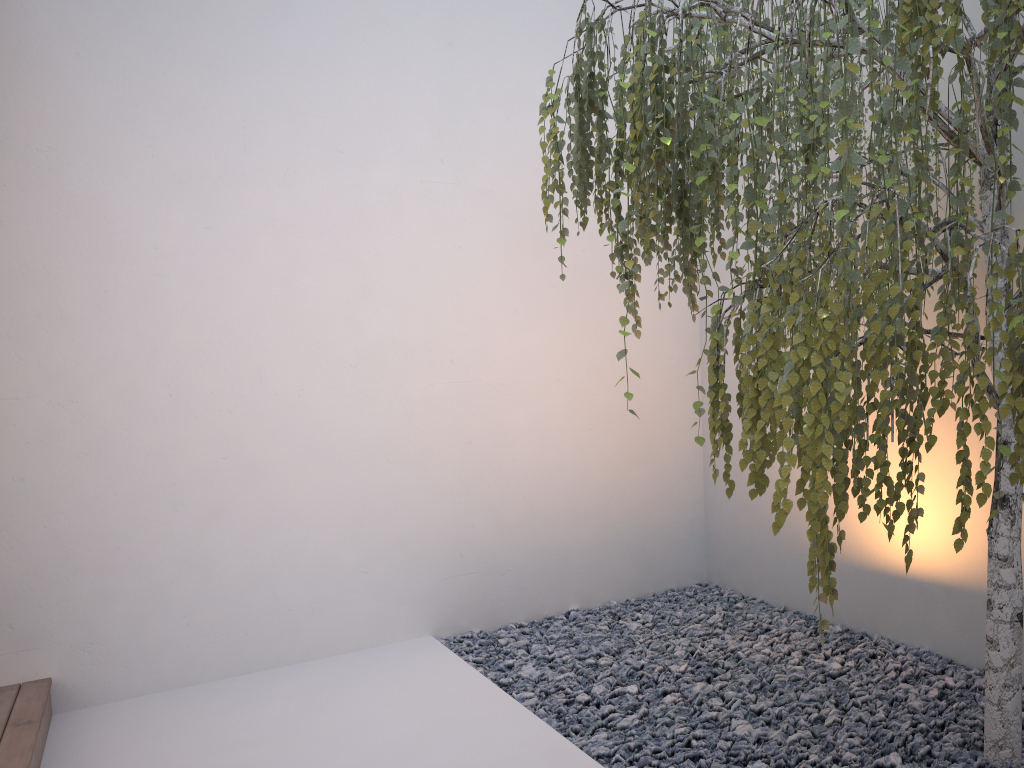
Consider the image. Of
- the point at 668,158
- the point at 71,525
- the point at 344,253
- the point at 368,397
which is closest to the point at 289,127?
the point at 344,253

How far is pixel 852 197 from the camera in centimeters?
126cm

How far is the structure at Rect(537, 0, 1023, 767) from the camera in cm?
126

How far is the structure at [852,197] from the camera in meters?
1.3

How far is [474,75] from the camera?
4.0 meters
